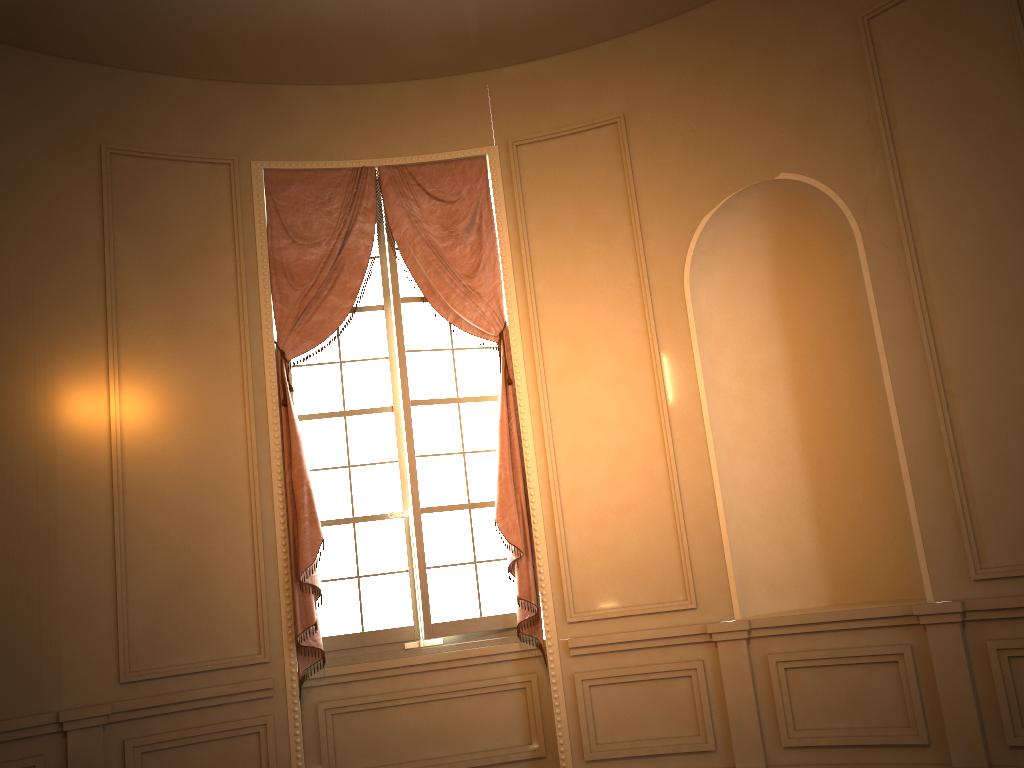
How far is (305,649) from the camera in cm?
471

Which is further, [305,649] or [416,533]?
[416,533]

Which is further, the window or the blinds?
the window

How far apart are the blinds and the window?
0.08m

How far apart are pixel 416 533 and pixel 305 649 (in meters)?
0.84

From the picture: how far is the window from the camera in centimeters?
494cm

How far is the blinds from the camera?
4.7 meters

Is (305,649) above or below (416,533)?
below
